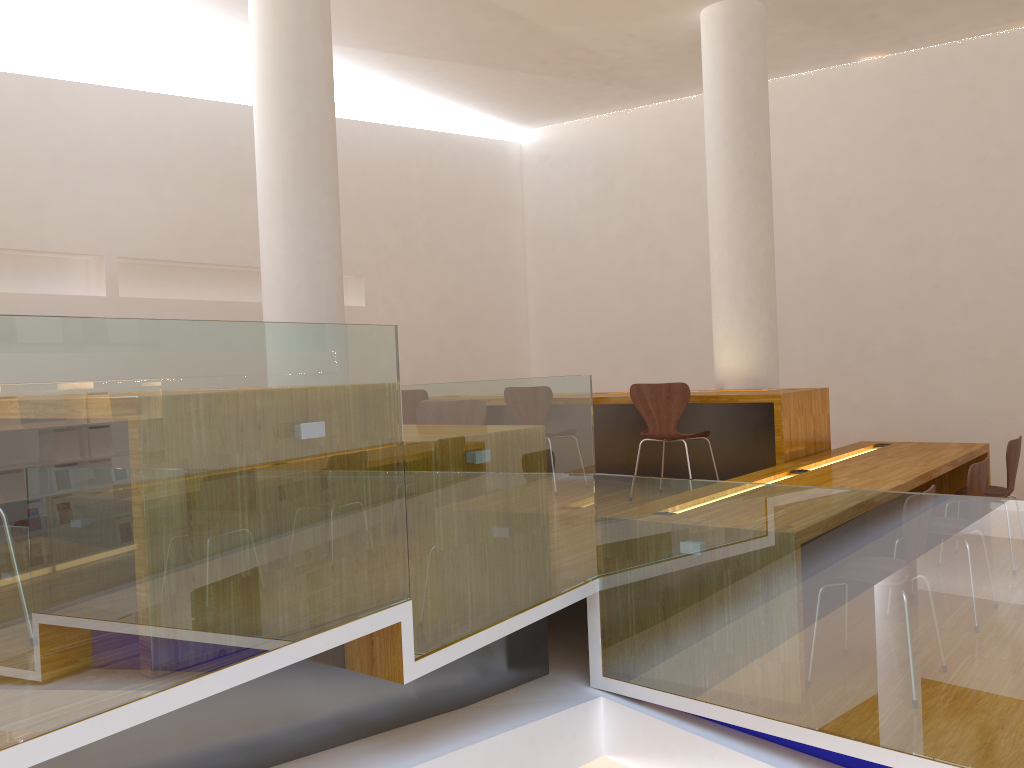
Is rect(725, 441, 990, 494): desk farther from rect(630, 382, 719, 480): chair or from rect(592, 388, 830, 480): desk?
rect(630, 382, 719, 480): chair

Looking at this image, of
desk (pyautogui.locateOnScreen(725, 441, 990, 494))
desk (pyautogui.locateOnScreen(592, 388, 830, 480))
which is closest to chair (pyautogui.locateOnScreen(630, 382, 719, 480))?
desk (pyautogui.locateOnScreen(592, 388, 830, 480))

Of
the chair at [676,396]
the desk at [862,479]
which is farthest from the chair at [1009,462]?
the chair at [676,396]

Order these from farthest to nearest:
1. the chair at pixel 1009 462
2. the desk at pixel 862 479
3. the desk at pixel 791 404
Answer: the desk at pixel 791 404
the chair at pixel 1009 462
the desk at pixel 862 479

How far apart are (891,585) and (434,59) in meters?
5.5 m

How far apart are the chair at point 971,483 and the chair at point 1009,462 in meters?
0.9

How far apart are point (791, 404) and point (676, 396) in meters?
0.6 m

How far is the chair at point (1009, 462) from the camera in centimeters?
464cm

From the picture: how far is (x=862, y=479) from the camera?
4.1 meters

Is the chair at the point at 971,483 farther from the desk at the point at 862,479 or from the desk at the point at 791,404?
the desk at the point at 791,404
